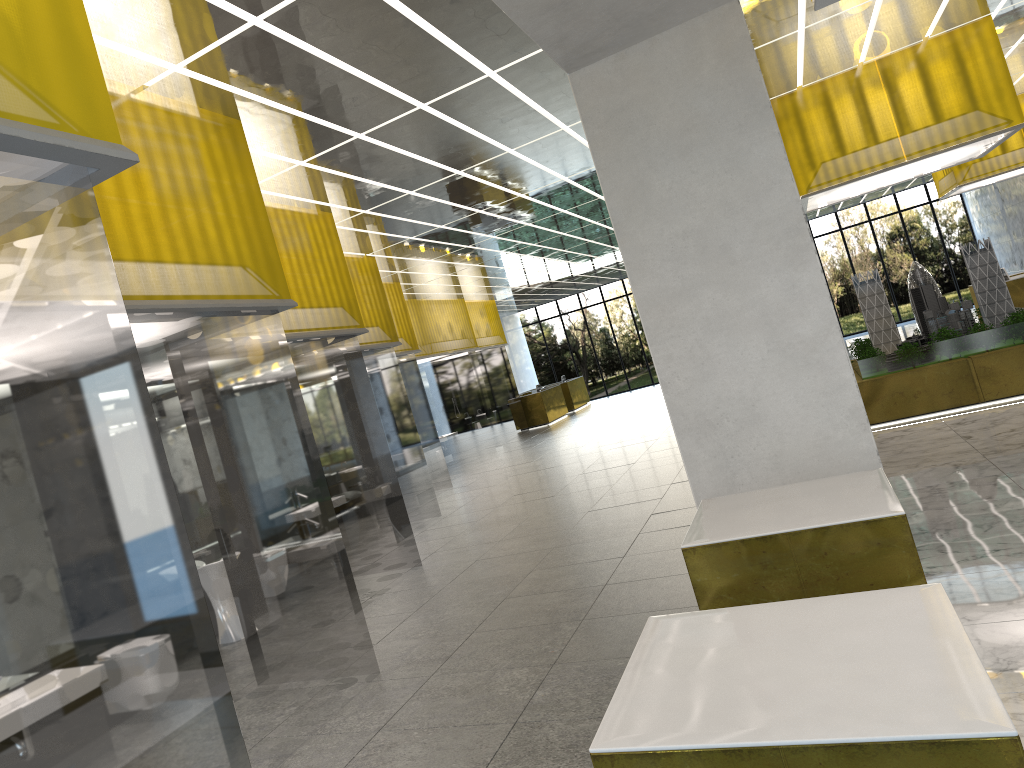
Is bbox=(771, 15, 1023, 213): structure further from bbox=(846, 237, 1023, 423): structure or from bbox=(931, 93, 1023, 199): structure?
bbox=(931, 93, 1023, 199): structure

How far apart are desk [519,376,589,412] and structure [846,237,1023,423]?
23.33m

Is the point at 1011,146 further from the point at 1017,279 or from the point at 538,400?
the point at 538,400

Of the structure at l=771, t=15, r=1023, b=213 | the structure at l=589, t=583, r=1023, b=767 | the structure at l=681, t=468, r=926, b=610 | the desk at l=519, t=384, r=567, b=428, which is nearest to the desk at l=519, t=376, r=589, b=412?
the desk at l=519, t=384, r=567, b=428

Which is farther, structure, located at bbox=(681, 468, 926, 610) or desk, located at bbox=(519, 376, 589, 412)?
desk, located at bbox=(519, 376, 589, 412)

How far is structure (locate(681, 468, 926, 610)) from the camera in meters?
5.7

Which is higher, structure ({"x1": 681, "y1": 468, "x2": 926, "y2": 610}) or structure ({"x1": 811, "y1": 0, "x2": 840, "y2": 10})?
structure ({"x1": 811, "y1": 0, "x2": 840, "y2": 10})

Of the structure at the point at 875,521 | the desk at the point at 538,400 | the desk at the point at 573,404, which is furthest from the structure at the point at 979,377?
the desk at the point at 573,404

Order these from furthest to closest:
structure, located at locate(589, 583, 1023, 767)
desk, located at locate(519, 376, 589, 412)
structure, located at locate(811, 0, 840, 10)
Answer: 1. desk, located at locate(519, 376, 589, 412)
2. structure, located at locate(811, 0, 840, 10)
3. structure, located at locate(589, 583, 1023, 767)

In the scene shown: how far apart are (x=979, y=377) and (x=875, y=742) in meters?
14.5 m
